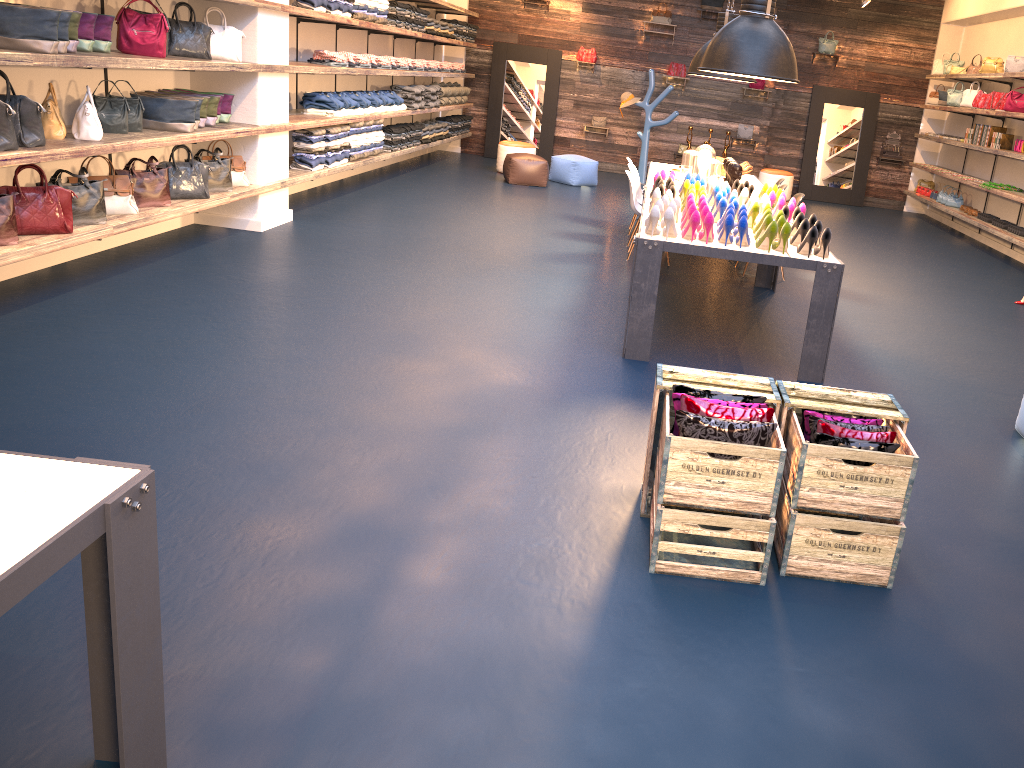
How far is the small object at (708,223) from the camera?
4.9 meters

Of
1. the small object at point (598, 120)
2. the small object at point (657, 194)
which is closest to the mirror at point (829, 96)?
the small object at point (598, 120)

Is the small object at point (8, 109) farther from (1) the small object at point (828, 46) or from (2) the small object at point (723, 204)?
(1) the small object at point (828, 46)

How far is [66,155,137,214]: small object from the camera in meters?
5.7

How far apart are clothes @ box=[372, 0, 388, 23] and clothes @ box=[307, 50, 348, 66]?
1.0m

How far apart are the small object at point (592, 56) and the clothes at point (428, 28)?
3.40m

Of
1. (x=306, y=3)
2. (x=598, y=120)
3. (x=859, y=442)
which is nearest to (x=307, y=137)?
(x=306, y=3)

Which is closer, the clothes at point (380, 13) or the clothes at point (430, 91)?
the clothes at point (380, 13)

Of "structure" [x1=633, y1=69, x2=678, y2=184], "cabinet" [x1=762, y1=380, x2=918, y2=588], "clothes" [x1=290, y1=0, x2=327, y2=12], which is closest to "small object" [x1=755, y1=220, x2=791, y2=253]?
"cabinet" [x1=762, y1=380, x2=918, y2=588]

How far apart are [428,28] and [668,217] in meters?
7.9 m
